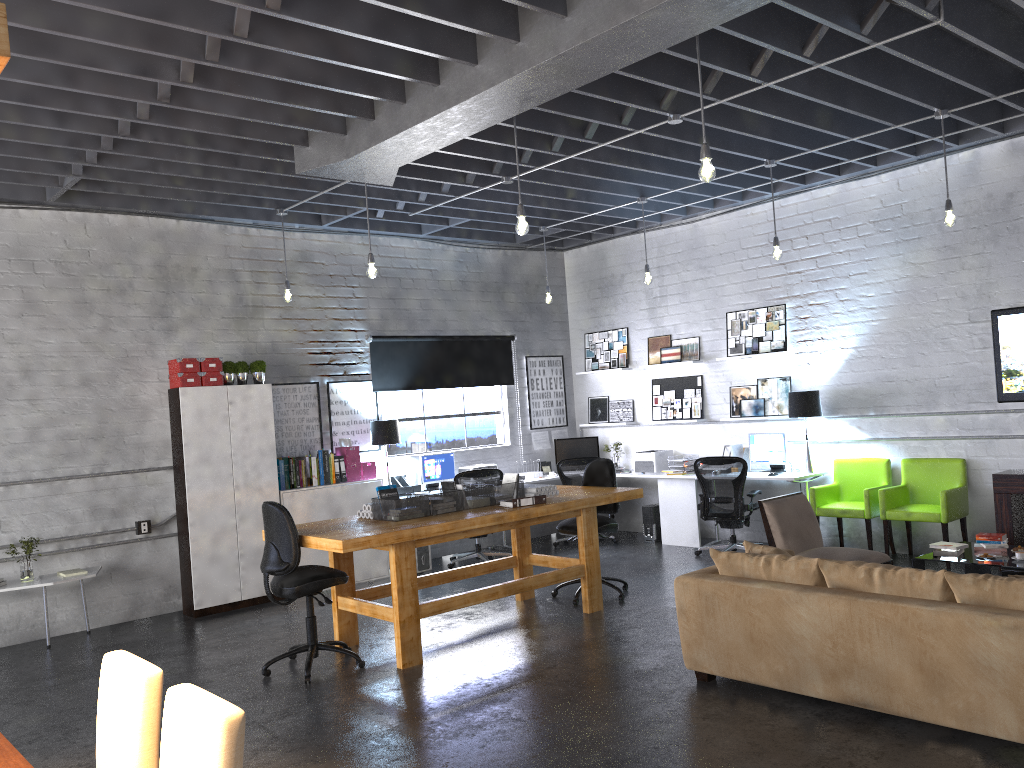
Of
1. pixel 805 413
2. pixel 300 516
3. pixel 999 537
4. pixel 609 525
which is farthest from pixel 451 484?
pixel 999 537

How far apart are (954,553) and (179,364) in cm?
658

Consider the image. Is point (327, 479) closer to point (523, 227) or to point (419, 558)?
point (419, 558)

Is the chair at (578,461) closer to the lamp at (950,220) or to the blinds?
the blinds

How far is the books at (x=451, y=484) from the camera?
6.7m

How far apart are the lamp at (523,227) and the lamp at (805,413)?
4.2 meters

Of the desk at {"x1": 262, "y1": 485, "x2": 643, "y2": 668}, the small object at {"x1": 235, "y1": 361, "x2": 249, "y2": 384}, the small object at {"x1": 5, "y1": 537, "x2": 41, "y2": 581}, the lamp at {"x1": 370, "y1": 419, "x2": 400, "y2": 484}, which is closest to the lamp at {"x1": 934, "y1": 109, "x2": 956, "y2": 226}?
the desk at {"x1": 262, "y1": 485, "x2": 643, "y2": 668}

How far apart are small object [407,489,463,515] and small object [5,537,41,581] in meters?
3.3

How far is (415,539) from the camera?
5.80m

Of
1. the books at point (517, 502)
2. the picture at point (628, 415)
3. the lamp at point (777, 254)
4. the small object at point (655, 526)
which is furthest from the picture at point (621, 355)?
the books at point (517, 502)
